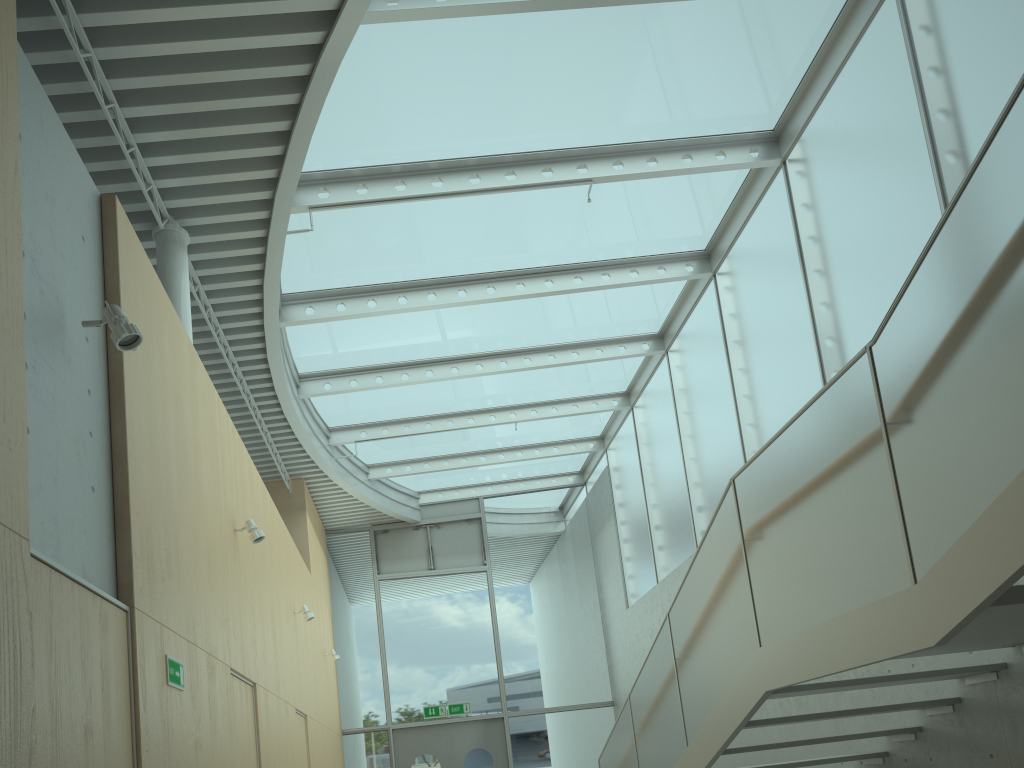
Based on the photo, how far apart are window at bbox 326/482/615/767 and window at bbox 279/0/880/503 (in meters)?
0.13

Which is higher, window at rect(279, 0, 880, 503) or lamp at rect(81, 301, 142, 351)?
window at rect(279, 0, 880, 503)

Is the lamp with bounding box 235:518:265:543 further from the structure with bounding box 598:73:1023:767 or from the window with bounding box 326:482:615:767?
the window with bounding box 326:482:615:767

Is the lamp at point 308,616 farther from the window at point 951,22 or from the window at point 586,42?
the window at point 951,22

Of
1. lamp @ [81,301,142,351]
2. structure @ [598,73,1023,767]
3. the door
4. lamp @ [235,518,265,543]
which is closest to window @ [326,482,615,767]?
the door

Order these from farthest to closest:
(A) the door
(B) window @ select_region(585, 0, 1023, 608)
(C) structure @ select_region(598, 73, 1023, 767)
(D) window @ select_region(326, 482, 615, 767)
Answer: (D) window @ select_region(326, 482, 615, 767), (A) the door, (B) window @ select_region(585, 0, 1023, 608), (C) structure @ select_region(598, 73, 1023, 767)

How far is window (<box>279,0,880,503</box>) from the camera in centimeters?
663cm

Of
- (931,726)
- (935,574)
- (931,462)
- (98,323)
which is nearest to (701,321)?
(931,726)

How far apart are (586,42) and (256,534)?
4.41m

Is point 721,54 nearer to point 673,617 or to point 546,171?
point 546,171
